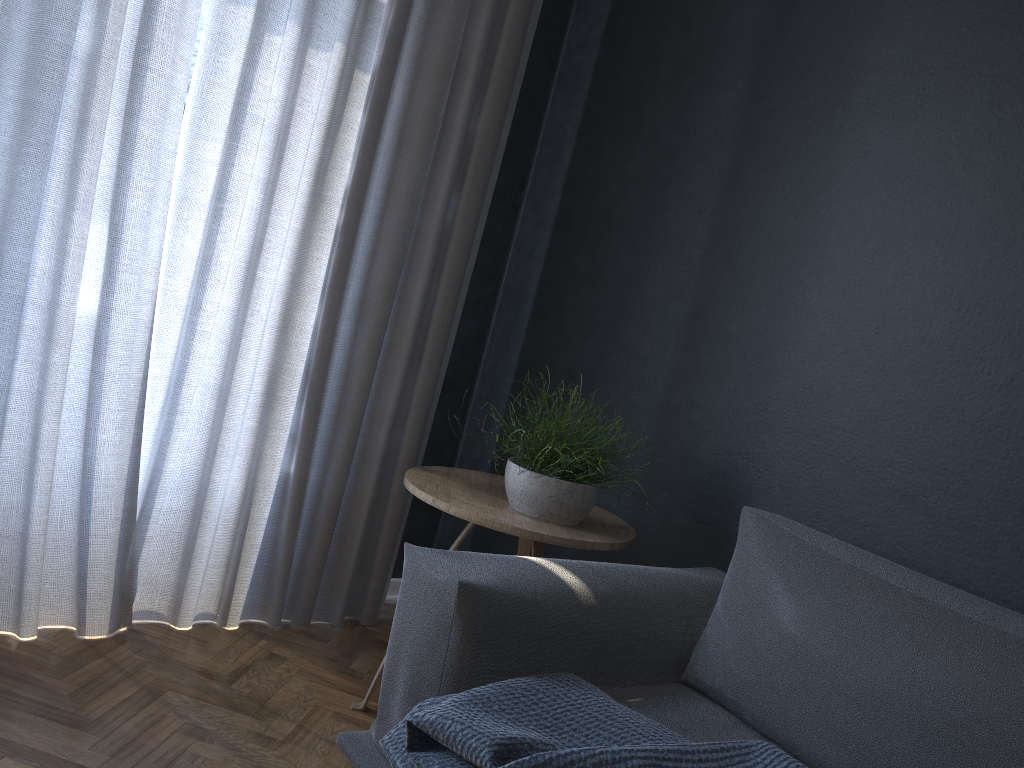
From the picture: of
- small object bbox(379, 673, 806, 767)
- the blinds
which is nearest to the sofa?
small object bbox(379, 673, 806, 767)

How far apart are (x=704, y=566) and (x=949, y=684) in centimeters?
87cm

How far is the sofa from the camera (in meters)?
1.37

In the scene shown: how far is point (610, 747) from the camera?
1.3m

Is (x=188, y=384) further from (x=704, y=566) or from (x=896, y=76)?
(x=896, y=76)

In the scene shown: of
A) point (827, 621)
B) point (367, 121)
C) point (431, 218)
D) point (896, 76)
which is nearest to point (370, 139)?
point (367, 121)

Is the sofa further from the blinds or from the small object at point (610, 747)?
the blinds

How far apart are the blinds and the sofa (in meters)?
0.93

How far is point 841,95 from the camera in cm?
212

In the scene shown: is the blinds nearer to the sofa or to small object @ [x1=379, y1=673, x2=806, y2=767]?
the sofa
